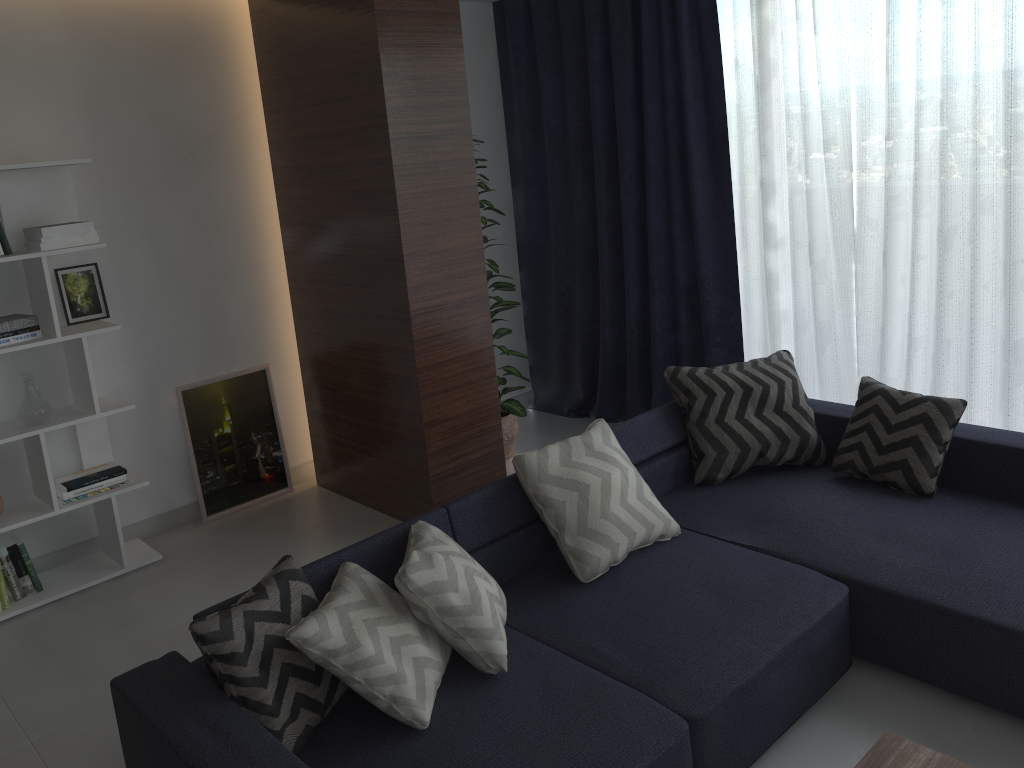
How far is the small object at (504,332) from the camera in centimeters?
471cm

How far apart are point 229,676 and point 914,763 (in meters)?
1.59

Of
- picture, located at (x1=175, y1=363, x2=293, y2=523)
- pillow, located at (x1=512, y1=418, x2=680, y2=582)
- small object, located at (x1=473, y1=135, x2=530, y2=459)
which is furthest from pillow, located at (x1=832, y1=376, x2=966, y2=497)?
picture, located at (x1=175, y1=363, x2=293, y2=523)

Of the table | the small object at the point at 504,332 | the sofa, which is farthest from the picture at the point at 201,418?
the table

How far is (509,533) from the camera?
3.0m

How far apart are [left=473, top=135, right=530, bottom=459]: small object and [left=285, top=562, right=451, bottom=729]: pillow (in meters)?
2.26

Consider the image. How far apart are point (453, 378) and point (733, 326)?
1.6m

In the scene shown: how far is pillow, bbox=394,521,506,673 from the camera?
2.40m

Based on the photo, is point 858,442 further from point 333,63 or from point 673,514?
point 333,63

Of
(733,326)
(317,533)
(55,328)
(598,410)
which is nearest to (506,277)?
(598,410)
